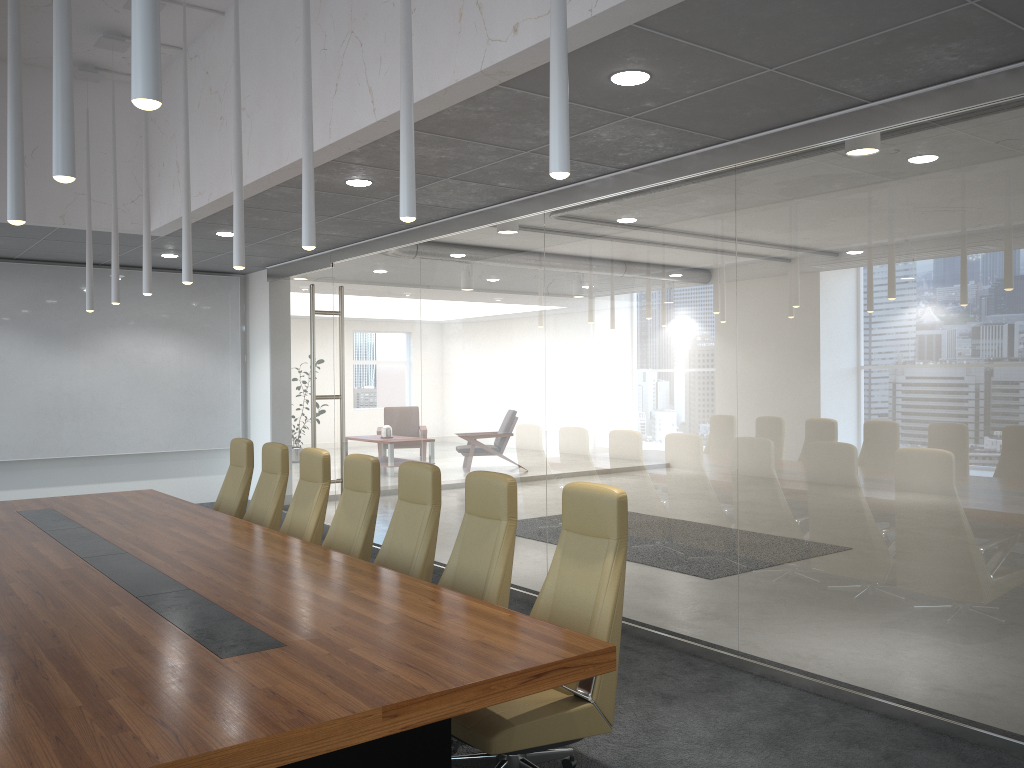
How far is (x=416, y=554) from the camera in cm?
554

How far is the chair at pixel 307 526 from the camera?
6.81m

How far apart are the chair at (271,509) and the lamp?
1.63m

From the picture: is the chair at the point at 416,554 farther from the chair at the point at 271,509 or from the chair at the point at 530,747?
the chair at the point at 271,509

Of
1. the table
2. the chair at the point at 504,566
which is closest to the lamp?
the chair at the point at 504,566

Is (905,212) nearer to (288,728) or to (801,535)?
(801,535)

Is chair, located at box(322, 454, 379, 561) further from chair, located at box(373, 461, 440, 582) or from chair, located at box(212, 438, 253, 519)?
chair, located at box(212, 438, 253, 519)

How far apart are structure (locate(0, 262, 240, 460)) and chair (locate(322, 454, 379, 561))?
6.6m

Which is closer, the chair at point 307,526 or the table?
the table

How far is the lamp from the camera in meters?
2.2
